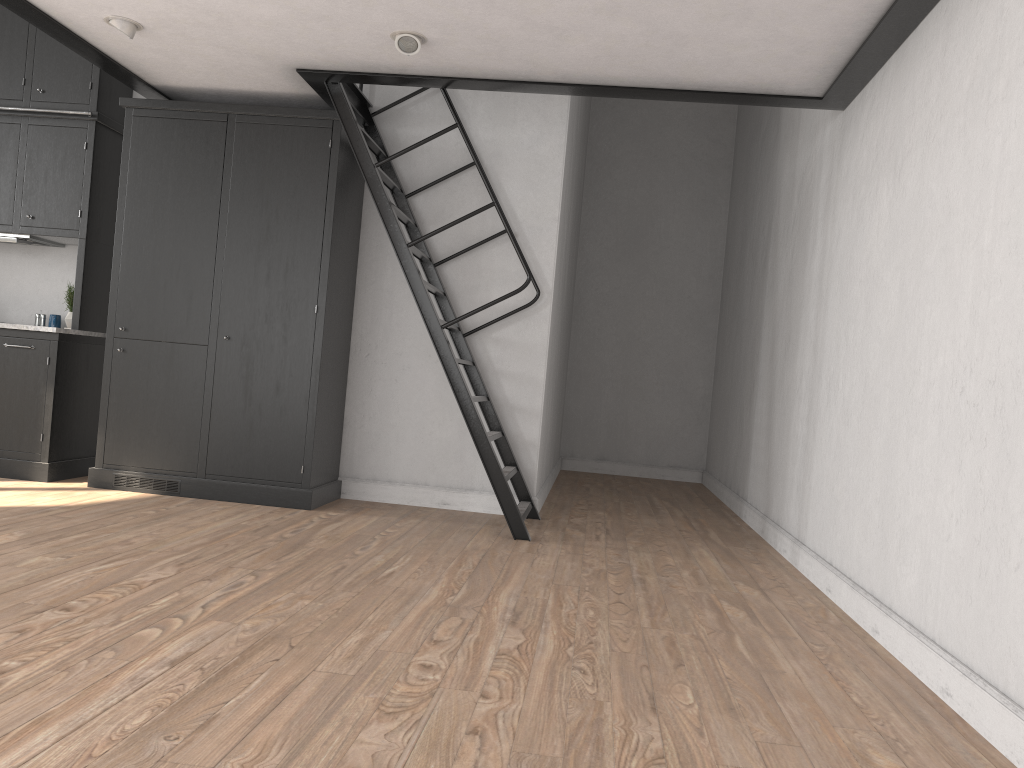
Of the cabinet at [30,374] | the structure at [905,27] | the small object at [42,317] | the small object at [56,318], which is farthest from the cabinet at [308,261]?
the small object at [42,317]

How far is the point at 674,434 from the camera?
9.18m

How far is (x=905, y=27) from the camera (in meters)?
3.64

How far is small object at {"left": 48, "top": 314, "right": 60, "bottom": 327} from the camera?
5.9 meters

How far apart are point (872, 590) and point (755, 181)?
4.77m

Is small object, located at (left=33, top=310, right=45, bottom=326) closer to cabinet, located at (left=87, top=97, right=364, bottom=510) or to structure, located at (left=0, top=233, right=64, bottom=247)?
structure, located at (left=0, top=233, right=64, bottom=247)

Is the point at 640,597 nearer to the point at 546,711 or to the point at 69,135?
the point at 546,711

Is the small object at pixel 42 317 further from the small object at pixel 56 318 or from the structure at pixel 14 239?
the structure at pixel 14 239

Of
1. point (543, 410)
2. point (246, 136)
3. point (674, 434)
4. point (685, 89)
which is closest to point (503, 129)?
point (685, 89)

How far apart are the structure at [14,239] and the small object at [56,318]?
0.49m
